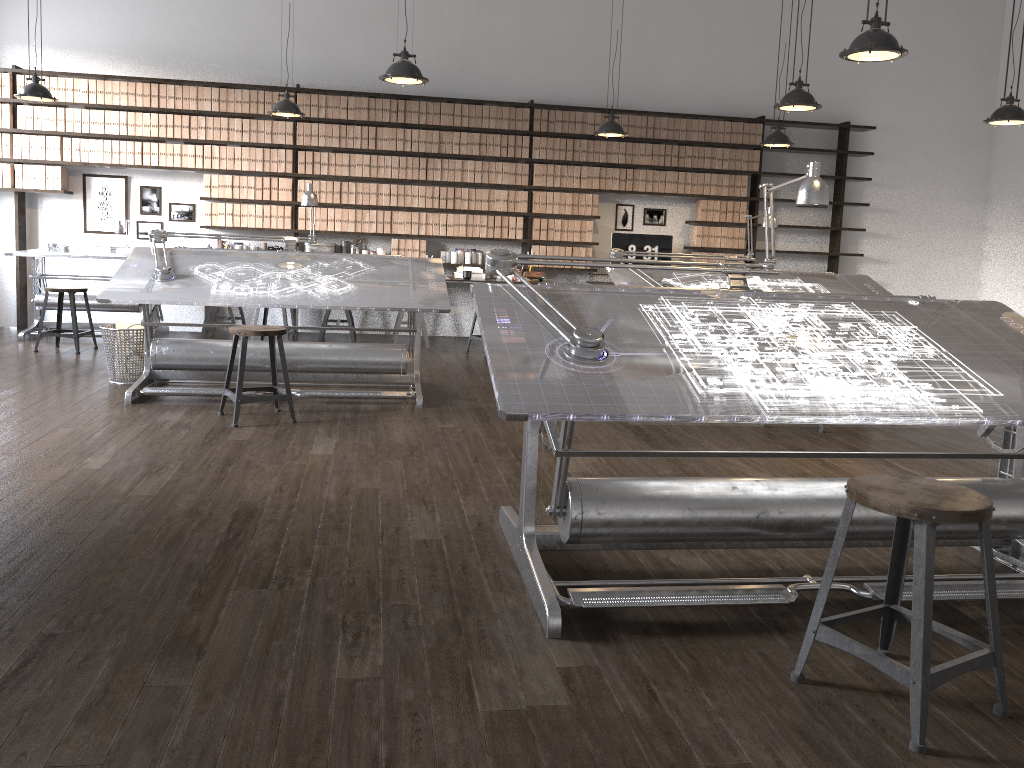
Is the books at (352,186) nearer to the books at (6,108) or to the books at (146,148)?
the books at (146,148)

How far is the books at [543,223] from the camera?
9.04m

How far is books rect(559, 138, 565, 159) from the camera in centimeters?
896cm

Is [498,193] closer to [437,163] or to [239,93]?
[437,163]

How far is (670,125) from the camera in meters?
9.1 m

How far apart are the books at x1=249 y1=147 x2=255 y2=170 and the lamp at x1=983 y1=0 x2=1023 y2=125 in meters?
6.3

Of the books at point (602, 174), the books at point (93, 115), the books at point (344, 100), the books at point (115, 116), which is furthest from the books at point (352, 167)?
the books at point (602, 174)

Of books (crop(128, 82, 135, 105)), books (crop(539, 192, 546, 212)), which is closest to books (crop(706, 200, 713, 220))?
books (crop(539, 192, 546, 212))

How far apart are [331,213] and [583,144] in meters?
2.6 m

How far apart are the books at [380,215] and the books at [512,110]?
1.6m
